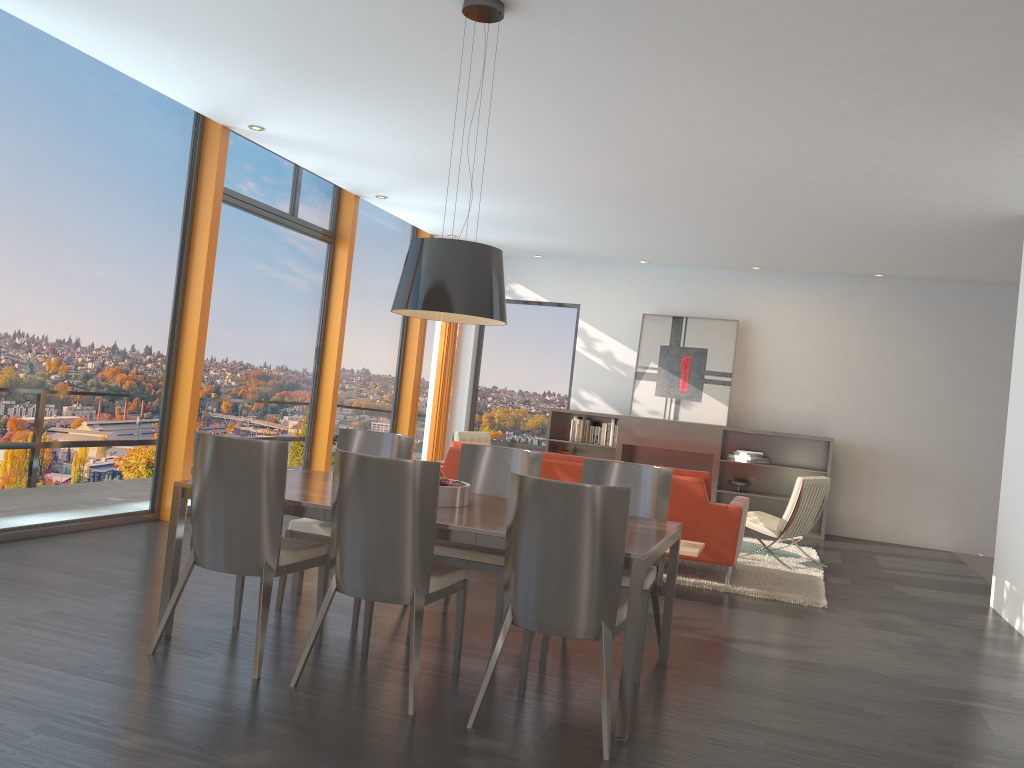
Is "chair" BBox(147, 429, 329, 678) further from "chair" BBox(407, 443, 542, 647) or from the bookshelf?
the bookshelf

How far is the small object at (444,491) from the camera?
4.11m

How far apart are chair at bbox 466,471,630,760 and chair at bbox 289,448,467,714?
0.2m

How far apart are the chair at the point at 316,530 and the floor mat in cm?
263

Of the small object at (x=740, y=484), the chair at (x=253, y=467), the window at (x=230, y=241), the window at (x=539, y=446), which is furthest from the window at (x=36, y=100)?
the small object at (x=740, y=484)

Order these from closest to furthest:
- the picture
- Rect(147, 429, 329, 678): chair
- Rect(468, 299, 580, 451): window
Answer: Rect(147, 429, 329, 678): chair → the picture → Rect(468, 299, 580, 451): window

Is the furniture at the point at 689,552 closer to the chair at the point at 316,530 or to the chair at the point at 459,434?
the chair at the point at 316,530

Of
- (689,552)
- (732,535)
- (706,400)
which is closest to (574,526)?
(689,552)

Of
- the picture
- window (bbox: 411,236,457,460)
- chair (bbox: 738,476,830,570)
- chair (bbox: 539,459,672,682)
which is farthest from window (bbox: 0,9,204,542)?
the picture

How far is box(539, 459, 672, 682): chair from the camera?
4.41m
